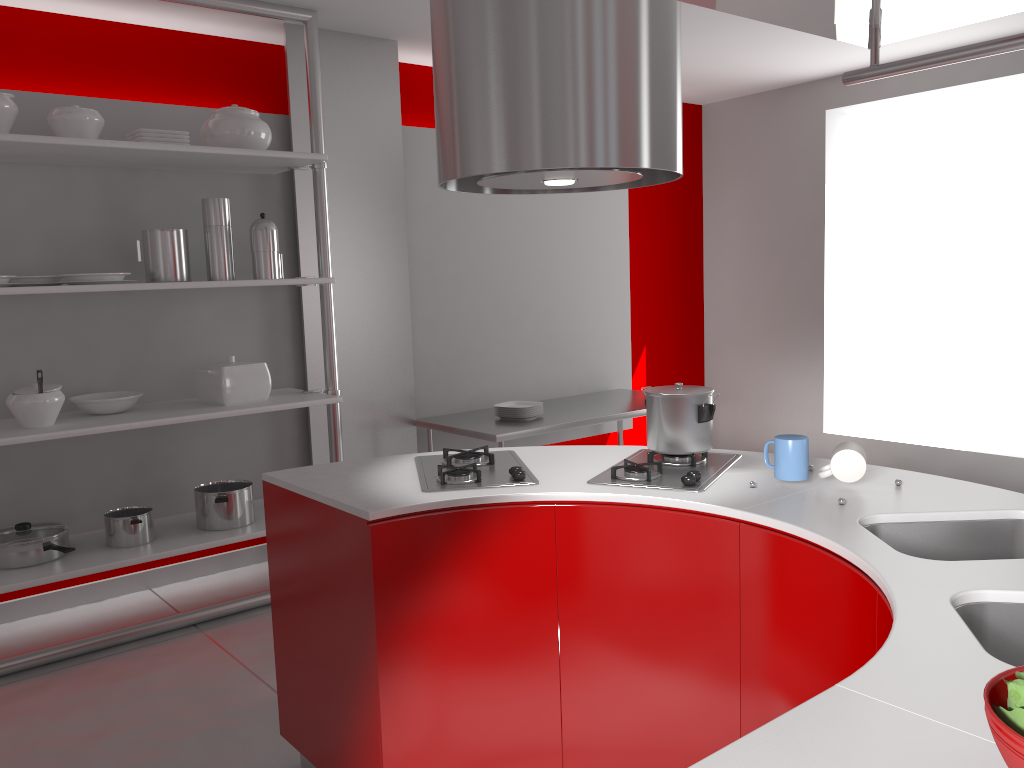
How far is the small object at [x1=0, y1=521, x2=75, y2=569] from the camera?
3.2 meters

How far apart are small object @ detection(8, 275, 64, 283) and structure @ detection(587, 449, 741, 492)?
2.3 meters

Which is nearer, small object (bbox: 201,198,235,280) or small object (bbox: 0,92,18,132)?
small object (bbox: 0,92,18,132)

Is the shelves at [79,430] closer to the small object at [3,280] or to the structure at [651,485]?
the small object at [3,280]

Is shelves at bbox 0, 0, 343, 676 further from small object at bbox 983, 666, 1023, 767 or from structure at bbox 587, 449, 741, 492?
small object at bbox 983, 666, 1023, 767

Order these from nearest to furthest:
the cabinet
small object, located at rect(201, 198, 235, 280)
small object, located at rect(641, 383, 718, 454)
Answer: the cabinet
small object, located at rect(641, 383, 718, 454)
small object, located at rect(201, 198, 235, 280)

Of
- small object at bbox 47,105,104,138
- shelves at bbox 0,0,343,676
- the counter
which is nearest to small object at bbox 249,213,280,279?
shelves at bbox 0,0,343,676

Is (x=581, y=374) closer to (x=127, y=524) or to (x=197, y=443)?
(x=197, y=443)

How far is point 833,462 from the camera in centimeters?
208cm

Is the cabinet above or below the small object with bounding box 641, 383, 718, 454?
below
